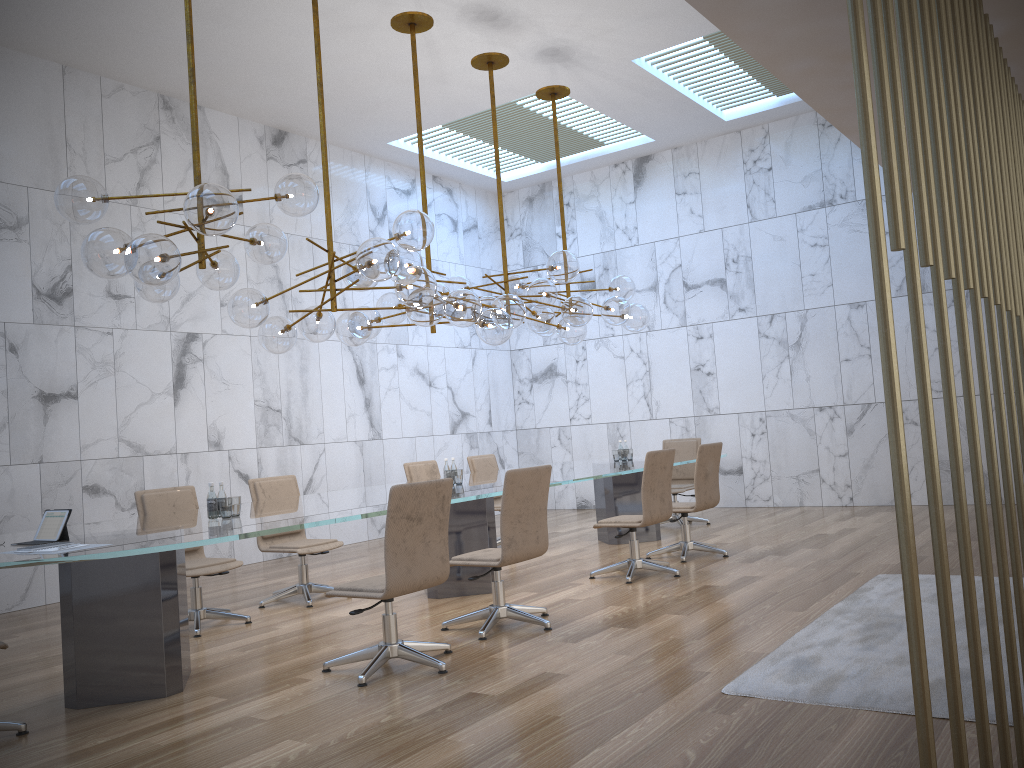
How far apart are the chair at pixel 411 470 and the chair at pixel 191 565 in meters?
2.4

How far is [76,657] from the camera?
4.4 meters

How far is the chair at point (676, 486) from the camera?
10.2m

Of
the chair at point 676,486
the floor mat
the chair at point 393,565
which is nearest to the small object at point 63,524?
the chair at point 393,565

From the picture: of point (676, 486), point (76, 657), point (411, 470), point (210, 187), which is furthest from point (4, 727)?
point (676, 486)

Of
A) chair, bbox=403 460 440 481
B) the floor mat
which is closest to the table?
chair, bbox=403 460 440 481

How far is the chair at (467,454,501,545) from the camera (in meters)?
9.47

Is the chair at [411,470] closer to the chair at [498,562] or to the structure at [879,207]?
the chair at [498,562]

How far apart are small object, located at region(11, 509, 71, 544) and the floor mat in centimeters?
330cm

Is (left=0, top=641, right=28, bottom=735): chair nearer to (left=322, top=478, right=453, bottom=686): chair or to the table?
the table
